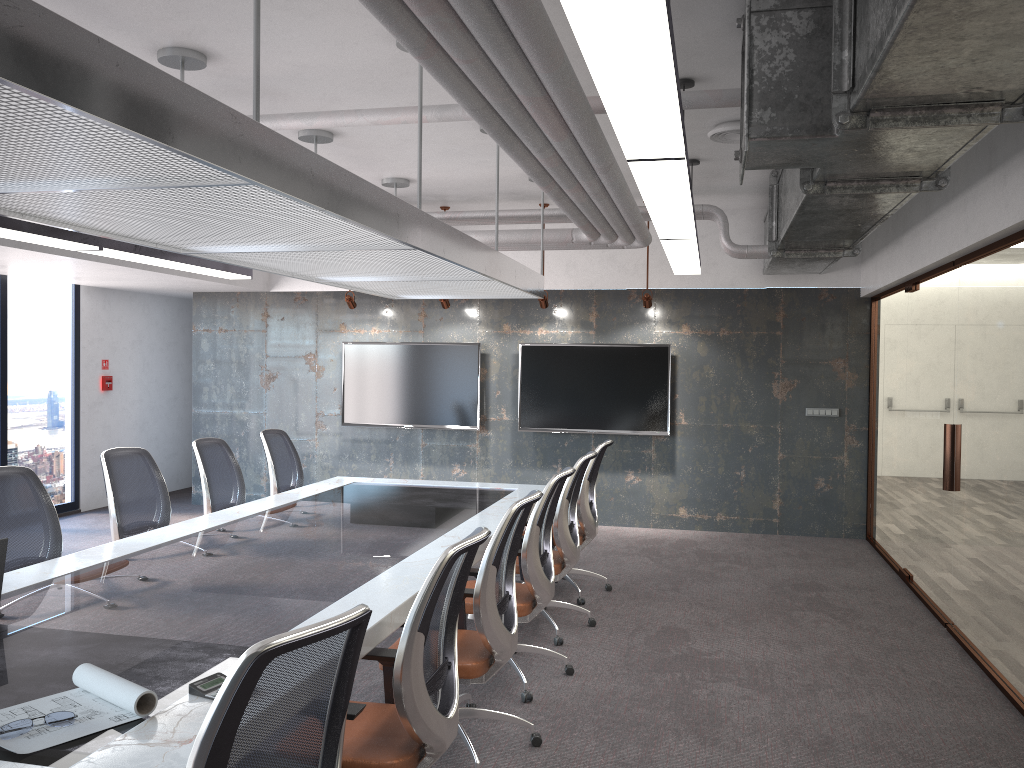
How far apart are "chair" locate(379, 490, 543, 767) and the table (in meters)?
0.22

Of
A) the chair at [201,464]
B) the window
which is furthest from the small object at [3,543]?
the window

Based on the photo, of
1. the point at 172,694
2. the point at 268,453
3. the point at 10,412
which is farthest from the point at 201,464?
the point at 10,412

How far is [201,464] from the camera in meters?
6.1 m

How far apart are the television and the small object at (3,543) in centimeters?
648cm

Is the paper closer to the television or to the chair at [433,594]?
the chair at [433,594]

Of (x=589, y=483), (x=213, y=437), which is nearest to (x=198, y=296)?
(x=213, y=437)

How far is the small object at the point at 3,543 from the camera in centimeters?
339cm

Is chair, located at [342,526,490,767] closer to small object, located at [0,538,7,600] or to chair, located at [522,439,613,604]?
small object, located at [0,538,7,600]

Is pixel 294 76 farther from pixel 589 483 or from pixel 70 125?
pixel 589 483
